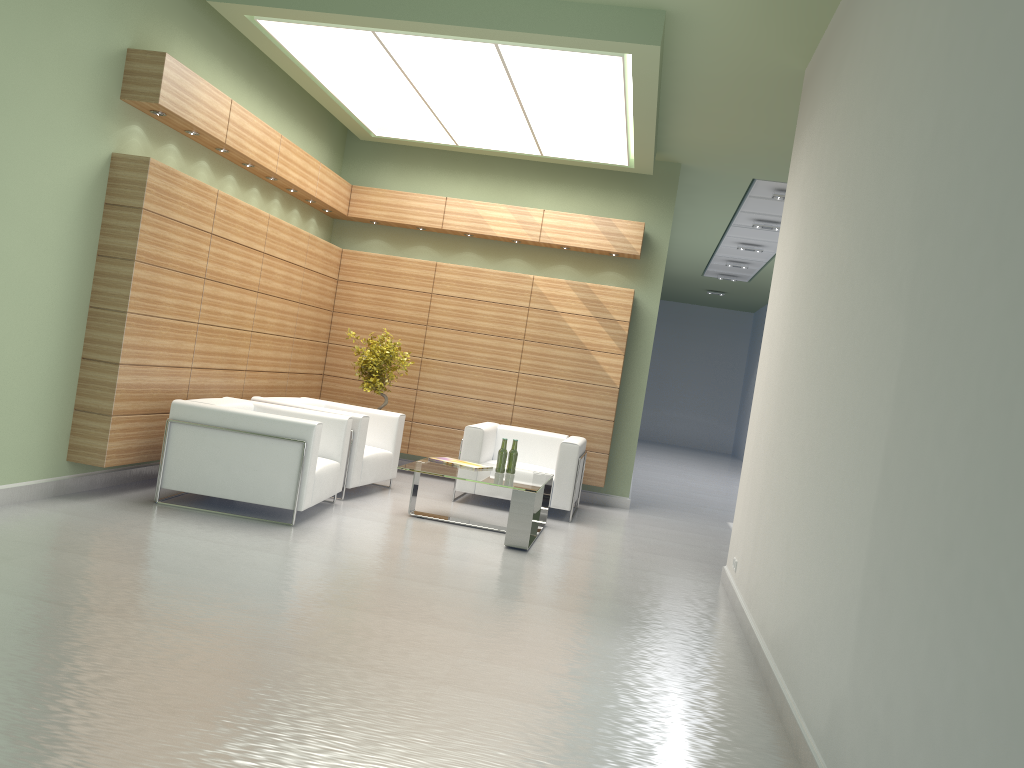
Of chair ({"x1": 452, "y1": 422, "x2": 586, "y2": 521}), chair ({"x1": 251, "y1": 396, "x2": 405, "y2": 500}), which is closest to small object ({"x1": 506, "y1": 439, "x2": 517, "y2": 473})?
chair ({"x1": 452, "y1": 422, "x2": 586, "y2": 521})

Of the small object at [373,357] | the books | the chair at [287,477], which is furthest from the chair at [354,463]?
the books

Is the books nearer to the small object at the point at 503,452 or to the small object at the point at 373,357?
the small object at the point at 503,452

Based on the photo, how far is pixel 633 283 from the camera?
16.2 meters

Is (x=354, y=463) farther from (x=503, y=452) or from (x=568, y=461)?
(x=568, y=461)

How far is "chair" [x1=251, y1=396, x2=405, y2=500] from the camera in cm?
1245

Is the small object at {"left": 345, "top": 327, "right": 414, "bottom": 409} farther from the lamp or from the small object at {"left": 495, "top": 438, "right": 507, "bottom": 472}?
the lamp

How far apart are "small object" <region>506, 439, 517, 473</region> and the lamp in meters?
4.9 m

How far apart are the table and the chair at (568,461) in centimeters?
62cm

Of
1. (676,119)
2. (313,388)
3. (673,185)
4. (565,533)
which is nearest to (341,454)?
(565,533)
